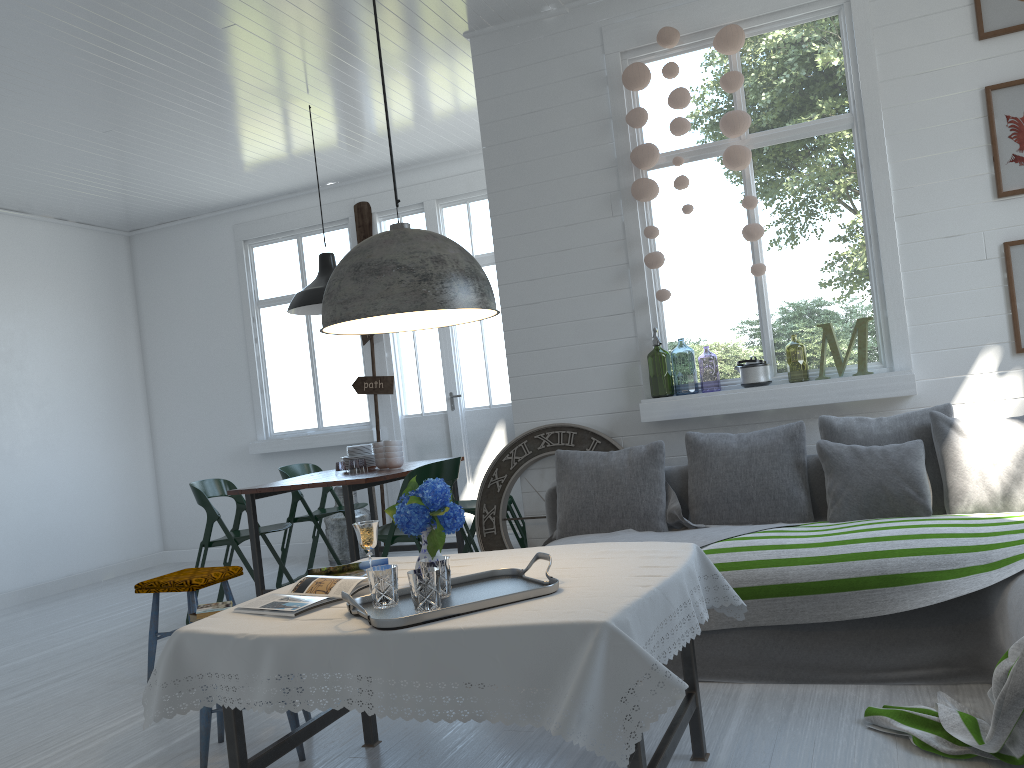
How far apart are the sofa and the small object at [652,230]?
1.0m

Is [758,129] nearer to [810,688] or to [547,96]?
[547,96]

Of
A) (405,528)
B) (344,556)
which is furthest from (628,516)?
(344,556)

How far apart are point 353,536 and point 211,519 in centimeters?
123cm

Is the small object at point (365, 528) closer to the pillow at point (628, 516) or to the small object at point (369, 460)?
the pillow at point (628, 516)

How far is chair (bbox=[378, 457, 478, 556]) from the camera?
5.33m

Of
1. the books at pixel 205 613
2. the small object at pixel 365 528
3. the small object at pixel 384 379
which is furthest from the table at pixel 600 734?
the small object at pixel 384 379

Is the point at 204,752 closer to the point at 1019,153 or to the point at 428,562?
the point at 428,562

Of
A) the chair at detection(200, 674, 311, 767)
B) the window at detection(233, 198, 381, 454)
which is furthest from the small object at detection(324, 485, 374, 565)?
the chair at detection(200, 674, 311, 767)

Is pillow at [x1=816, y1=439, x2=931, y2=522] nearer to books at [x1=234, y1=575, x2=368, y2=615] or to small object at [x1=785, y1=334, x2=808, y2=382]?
books at [x1=234, y1=575, x2=368, y2=615]
